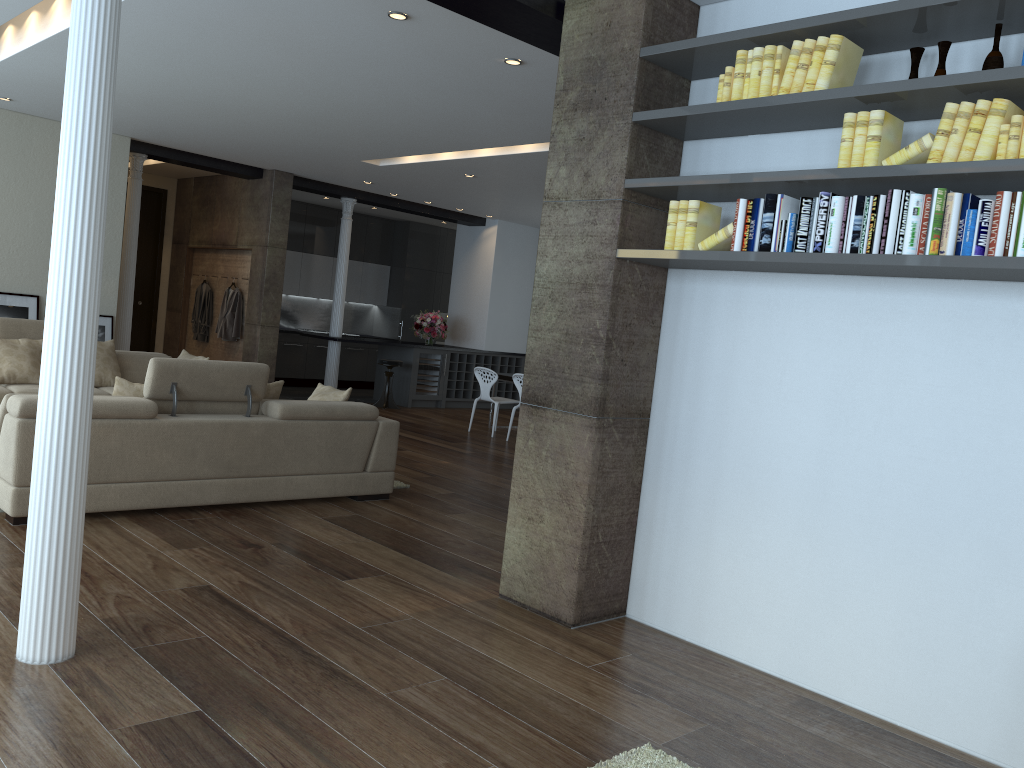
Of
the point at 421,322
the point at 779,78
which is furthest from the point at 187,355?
the point at 779,78

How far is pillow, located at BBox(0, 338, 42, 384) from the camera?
7.7m

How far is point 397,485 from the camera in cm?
A: 704

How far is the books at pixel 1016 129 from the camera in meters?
2.9 m

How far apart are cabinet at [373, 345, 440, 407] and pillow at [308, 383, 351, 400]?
6.01m

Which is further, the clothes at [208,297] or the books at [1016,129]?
the clothes at [208,297]

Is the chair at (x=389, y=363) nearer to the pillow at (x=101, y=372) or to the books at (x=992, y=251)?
the pillow at (x=101, y=372)

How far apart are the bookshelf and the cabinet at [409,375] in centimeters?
921cm

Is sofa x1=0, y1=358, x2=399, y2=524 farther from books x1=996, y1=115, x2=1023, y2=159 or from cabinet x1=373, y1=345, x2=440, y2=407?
cabinet x1=373, y1=345, x2=440, y2=407

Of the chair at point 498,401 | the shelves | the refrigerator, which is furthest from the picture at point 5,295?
the shelves
